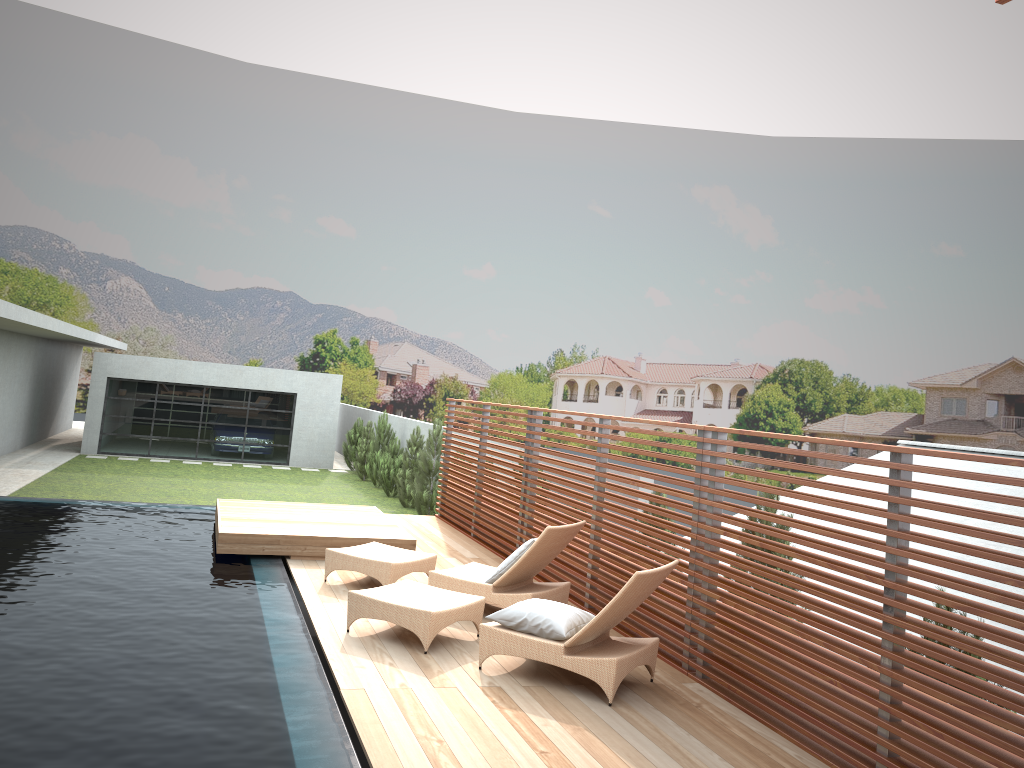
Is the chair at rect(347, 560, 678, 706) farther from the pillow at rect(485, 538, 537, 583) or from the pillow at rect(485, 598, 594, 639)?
the pillow at rect(485, 538, 537, 583)

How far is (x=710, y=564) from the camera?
6.2 meters

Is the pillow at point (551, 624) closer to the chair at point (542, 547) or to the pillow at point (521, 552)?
the chair at point (542, 547)

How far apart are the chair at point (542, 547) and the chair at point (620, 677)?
0.5 meters

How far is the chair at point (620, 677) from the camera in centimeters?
561cm

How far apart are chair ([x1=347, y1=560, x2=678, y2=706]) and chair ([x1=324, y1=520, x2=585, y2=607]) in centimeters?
49cm

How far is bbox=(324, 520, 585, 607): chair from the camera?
7.30m

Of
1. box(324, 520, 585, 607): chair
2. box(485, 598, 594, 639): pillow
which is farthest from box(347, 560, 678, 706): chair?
box(324, 520, 585, 607): chair

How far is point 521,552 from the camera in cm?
734

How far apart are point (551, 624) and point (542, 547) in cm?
145
